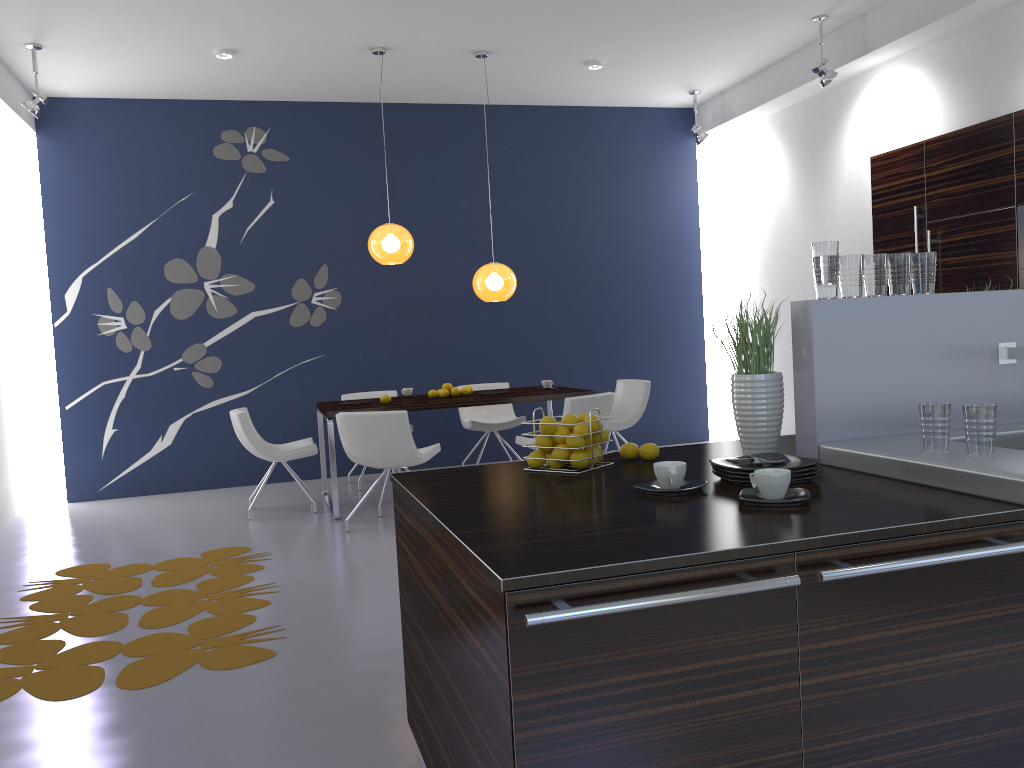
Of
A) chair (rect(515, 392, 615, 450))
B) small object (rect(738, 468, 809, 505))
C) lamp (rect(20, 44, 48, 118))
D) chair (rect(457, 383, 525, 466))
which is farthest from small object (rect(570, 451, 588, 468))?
lamp (rect(20, 44, 48, 118))

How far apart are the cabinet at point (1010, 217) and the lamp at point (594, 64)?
2.37m

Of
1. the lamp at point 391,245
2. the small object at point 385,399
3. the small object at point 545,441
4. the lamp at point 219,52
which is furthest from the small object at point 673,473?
the lamp at point 219,52

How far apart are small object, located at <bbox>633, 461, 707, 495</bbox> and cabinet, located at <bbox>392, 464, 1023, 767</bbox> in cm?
47

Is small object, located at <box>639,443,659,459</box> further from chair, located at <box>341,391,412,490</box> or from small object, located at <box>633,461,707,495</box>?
chair, located at <box>341,391,412,490</box>

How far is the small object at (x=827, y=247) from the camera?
2.43m

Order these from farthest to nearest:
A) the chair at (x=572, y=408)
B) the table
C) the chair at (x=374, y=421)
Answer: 1. the table
2. the chair at (x=572, y=408)
3. the chair at (x=374, y=421)

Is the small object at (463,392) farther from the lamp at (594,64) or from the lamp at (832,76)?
the lamp at (832,76)

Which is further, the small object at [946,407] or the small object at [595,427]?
the small object at [595,427]

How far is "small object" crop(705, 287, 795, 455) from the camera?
2.52m
